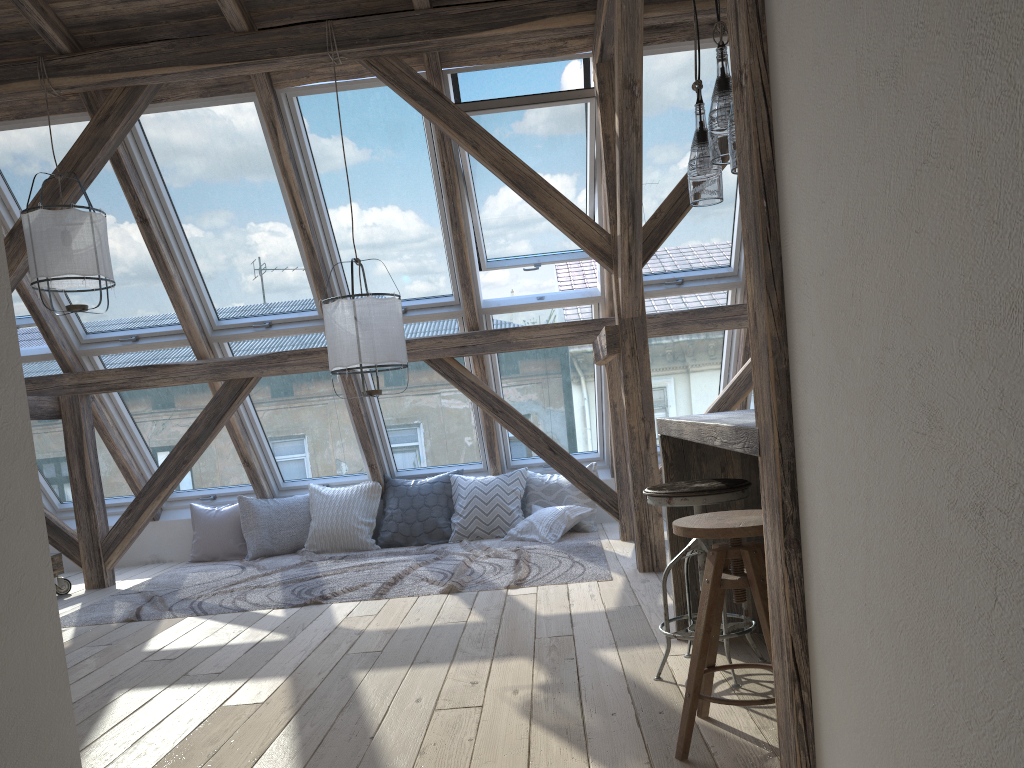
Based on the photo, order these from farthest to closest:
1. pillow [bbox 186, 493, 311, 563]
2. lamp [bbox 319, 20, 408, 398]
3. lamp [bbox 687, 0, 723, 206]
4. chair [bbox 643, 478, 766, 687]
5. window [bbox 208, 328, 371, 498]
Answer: pillow [bbox 186, 493, 311, 563], window [bbox 208, 328, 371, 498], lamp [bbox 319, 20, 408, 398], lamp [bbox 687, 0, 723, 206], chair [bbox 643, 478, 766, 687]

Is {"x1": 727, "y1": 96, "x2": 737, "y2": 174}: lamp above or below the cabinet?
above

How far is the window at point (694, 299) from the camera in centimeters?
607cm

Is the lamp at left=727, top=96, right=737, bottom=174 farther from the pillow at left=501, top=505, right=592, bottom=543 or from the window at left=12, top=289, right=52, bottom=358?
the window at left=12, top=289, right=52, bottom=358

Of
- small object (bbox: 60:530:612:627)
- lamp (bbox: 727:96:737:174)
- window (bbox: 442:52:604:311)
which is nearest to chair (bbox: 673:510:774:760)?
lamp (bbox: 727:96:737:174)

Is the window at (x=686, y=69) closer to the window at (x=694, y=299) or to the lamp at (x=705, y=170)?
the window at (x=694, y=299)

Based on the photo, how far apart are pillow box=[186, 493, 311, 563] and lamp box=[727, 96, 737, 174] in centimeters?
517cm

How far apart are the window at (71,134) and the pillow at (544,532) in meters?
2.6 m

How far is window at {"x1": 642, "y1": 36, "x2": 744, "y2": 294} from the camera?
5.1 meters

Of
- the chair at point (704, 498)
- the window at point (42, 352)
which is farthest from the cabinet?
the window at point (42, 352)
